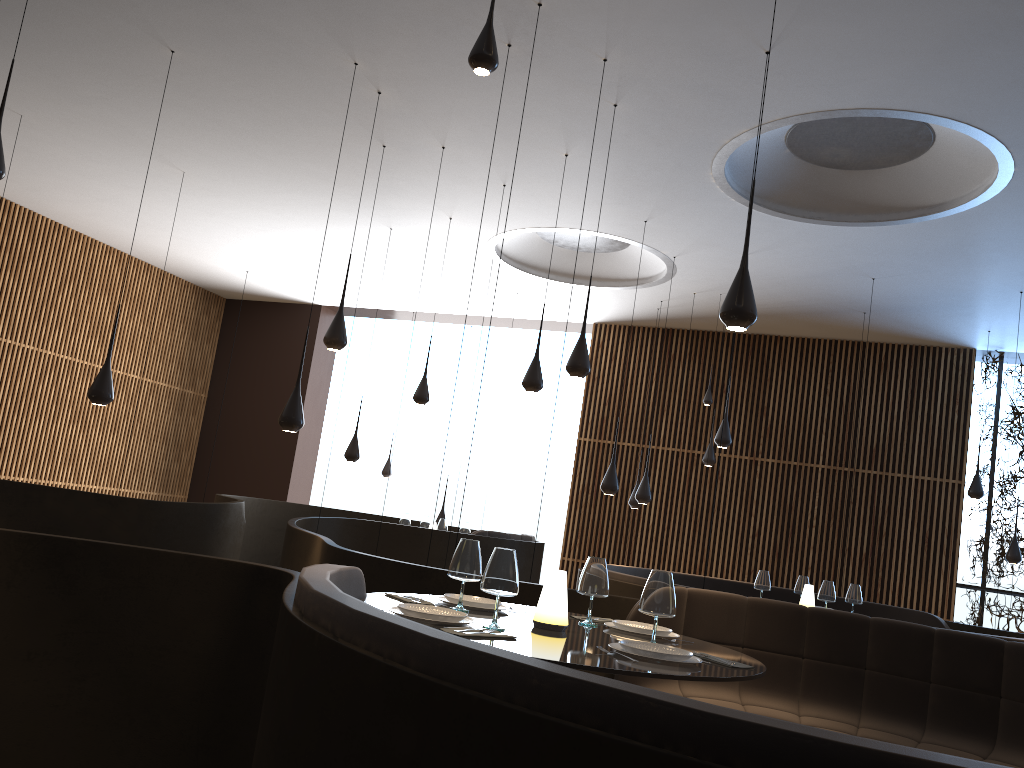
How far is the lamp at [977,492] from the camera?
11.3m

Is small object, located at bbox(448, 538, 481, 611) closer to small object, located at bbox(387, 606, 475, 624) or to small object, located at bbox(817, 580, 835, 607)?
small object, located at bbox(387, 606, 475, 624)

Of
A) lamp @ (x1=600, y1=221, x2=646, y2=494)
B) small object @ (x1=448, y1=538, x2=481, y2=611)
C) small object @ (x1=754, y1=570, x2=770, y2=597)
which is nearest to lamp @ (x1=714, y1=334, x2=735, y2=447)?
lamp @ (x1=600, y1=221, x2=646, y2=494)

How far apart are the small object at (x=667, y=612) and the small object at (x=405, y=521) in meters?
8.0 m

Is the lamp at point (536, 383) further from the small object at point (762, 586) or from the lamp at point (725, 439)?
the lamp at point (725, 439)

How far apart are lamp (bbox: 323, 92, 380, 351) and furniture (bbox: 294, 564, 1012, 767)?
3.8 meters

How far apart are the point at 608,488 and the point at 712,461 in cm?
363

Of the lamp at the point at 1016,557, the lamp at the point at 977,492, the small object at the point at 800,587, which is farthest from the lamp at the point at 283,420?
the lamp at the point at 1016,557

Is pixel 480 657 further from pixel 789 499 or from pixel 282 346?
pixel 282 346

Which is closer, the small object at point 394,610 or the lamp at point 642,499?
the small object at point 394,610
